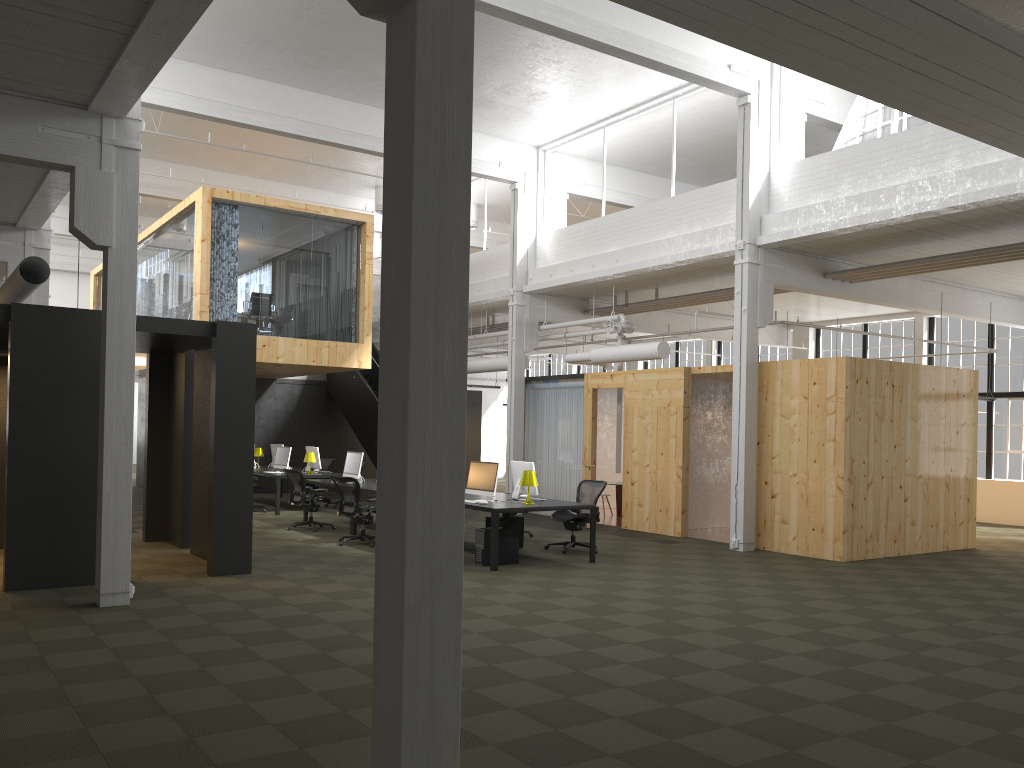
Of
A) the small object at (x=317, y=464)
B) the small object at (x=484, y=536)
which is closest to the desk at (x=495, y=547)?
the small object at (x=484, y=536)

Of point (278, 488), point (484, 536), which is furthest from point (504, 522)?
point (278, 488)

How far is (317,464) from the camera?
17.9m

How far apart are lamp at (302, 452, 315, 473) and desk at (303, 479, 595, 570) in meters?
2.5 m

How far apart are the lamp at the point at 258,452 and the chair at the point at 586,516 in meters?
9.6 m

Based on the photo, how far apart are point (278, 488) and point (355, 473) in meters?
2.6 m

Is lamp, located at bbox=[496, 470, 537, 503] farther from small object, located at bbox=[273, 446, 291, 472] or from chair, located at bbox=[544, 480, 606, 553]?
small object, located at bbox=[273, 446, 291, 472]

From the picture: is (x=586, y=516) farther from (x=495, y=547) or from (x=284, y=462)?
A: (x=284, y=462)

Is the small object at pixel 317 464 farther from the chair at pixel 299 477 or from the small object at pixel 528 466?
the small object at pixel 528 466

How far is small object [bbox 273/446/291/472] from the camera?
17.6m
